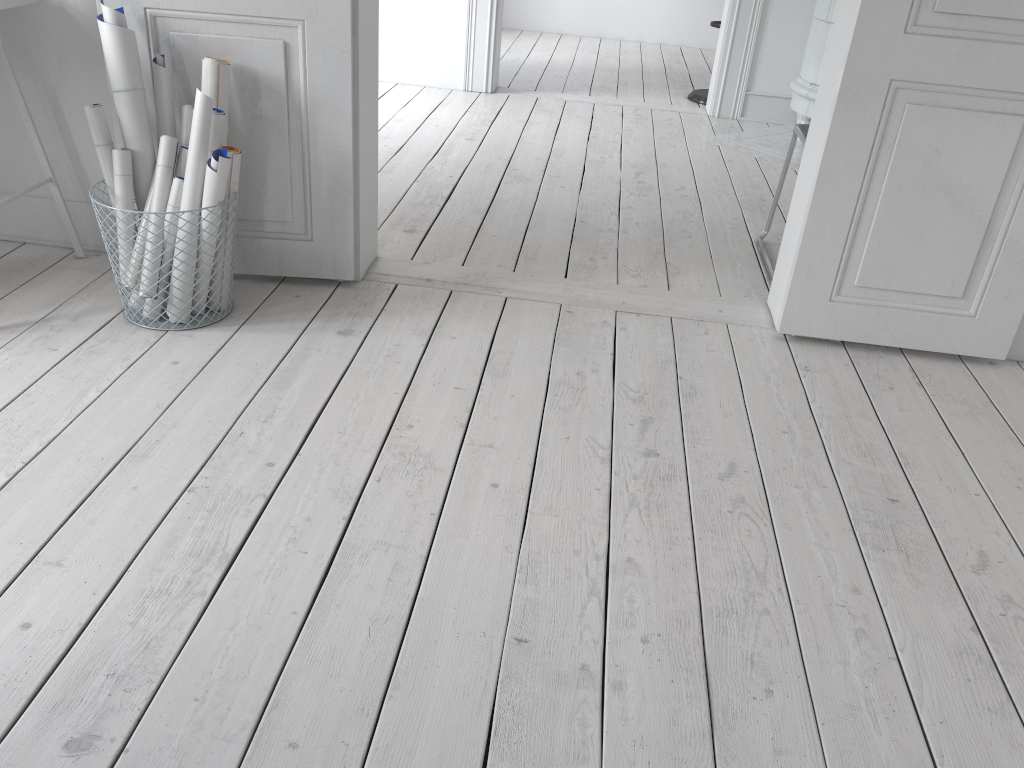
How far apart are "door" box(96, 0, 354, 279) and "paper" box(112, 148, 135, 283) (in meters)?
0.21

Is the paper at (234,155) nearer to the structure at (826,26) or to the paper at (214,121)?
the paper at (214,121)

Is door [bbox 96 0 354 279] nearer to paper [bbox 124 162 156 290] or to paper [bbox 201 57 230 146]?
paper [bbox 201 57 230 146]

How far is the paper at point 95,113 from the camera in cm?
231

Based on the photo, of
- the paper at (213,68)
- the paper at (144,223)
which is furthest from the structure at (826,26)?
the paper at (144,223)

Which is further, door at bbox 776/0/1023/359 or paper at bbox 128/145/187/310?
paper at bbox 128/145/187/310

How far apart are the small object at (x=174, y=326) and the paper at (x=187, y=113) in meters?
0.5

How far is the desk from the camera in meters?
2.5 m

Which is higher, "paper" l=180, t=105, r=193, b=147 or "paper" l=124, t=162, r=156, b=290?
"paper" l=180, t=105, r=193, b=147

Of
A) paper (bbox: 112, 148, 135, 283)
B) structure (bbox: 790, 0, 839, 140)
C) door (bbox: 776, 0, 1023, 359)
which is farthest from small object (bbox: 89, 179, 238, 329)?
structure (bbox: 790, 0, 839, 140)
